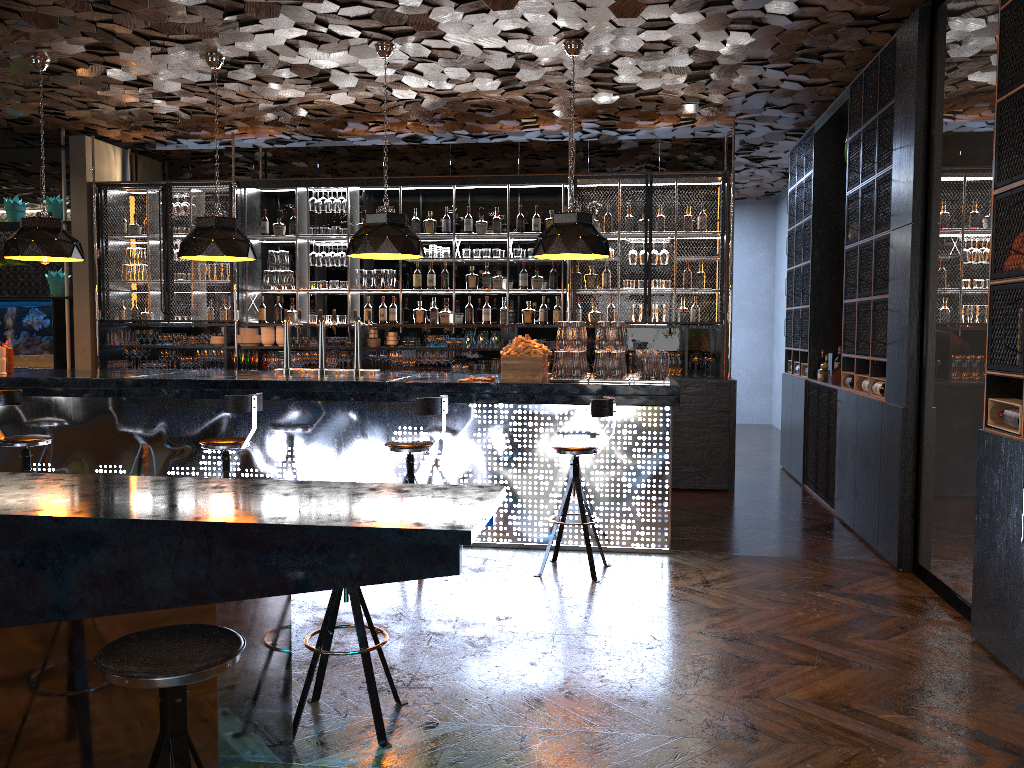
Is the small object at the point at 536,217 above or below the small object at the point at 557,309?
above

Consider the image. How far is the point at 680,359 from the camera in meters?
8.8 m

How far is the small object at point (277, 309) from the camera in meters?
9.5 m

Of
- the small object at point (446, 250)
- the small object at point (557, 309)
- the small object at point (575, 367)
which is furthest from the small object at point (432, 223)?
the small object at point (575, 367)

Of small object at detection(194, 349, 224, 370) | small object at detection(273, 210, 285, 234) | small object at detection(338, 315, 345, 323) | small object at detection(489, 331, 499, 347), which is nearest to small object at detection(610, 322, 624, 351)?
small object at detection(489, 331, 499, 347)

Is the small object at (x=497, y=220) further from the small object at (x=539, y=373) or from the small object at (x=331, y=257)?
the small object at (x=539, y=373)

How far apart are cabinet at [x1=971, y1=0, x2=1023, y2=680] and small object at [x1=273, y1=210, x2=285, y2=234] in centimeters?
709cm

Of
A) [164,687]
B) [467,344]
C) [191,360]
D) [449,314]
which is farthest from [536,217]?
[164,687]

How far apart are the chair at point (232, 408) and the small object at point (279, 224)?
4.26m

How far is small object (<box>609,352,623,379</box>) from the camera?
6.1 meters
